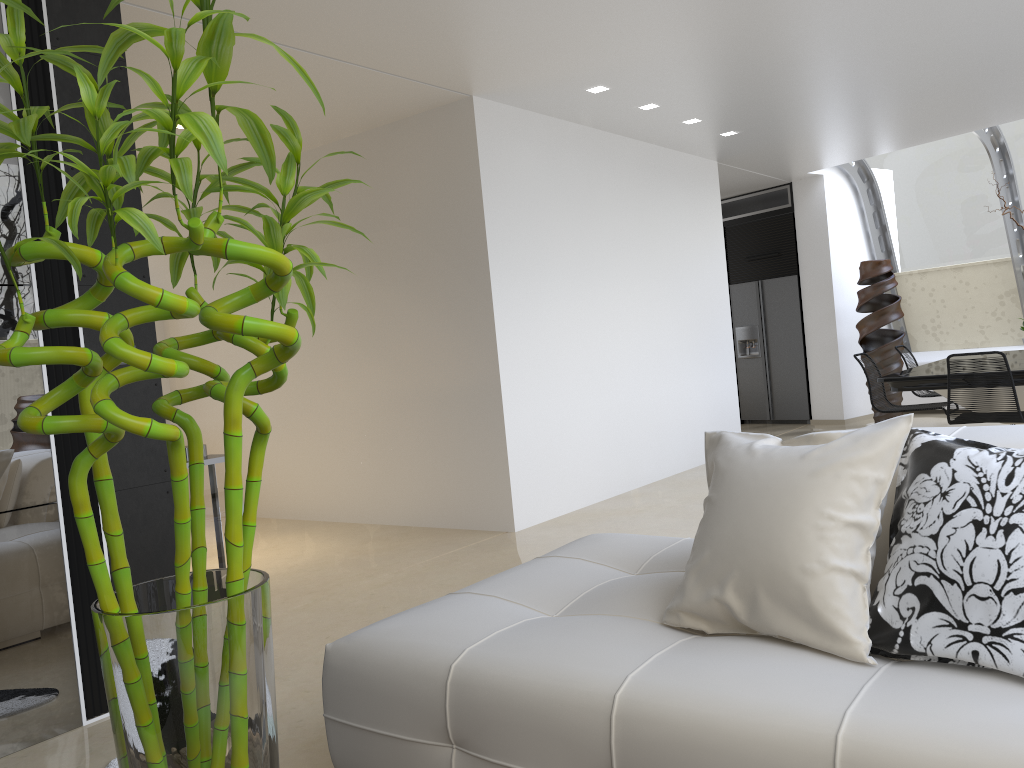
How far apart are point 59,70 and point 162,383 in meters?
5.3 m

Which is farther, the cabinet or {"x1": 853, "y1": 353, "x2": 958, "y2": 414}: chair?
the cabinet

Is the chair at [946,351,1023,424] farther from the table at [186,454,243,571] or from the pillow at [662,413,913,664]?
the table at [186,454,243,571]

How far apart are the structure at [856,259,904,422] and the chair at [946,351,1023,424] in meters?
3.5

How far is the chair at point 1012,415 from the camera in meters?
5.6 m

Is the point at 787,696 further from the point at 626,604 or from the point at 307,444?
the point at 307,444

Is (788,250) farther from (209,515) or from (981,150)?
(209,515)

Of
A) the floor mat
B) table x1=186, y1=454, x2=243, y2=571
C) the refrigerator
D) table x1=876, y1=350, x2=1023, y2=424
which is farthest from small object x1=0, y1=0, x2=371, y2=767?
the refrigerator

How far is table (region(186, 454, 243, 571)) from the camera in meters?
3.7

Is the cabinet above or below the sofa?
above
